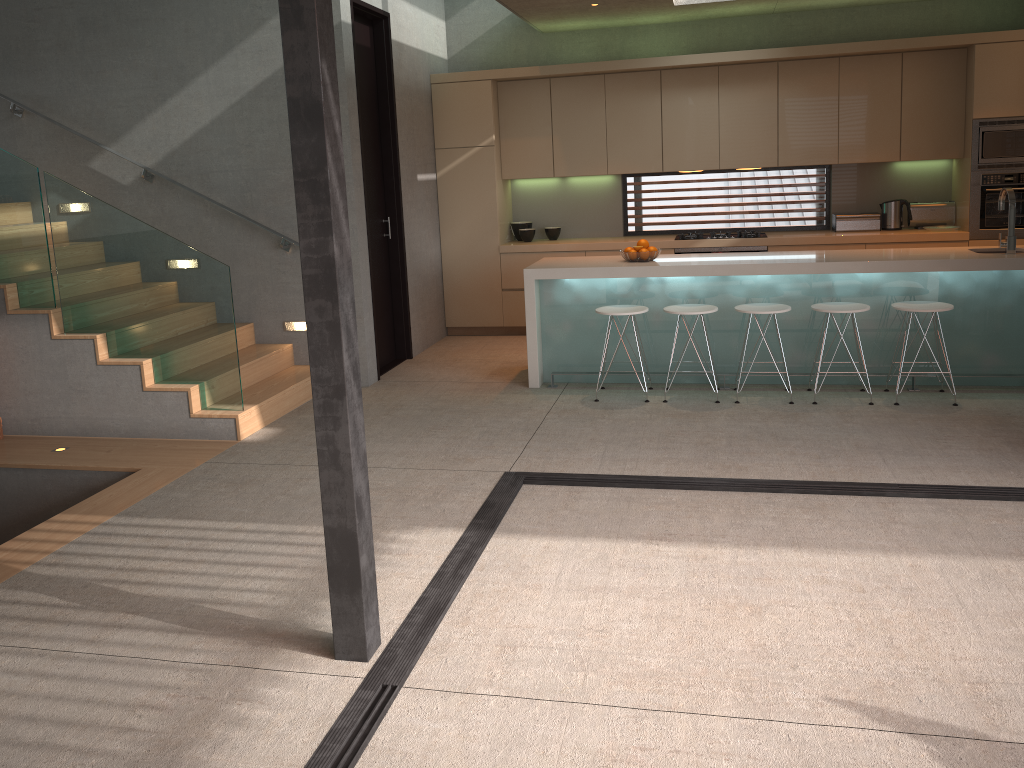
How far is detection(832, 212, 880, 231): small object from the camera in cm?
810

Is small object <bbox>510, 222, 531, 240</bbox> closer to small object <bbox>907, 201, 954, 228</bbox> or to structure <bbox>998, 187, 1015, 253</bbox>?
small object <bbox>907, 201, 954, 228</bbox>

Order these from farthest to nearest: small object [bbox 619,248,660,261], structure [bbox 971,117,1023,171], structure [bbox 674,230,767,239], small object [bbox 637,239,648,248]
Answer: structure [bbox 674,230,767,239], structure [bbox 971,117,1023,171], small object [bbox 637,239,648,248], small object [bbox 619,248,660,261]

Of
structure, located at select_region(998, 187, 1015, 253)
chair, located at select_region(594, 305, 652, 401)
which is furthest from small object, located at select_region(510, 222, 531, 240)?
structure, located at select_region(998, 187, 1015, 253)

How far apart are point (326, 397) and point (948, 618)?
2.3m

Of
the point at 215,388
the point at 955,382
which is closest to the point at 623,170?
the point at 955,382

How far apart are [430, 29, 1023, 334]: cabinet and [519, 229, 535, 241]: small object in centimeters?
18cm

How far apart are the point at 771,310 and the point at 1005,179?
3.12m

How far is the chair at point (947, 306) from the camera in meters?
5.7 m

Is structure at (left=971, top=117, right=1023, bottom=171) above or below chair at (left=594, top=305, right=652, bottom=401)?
above
